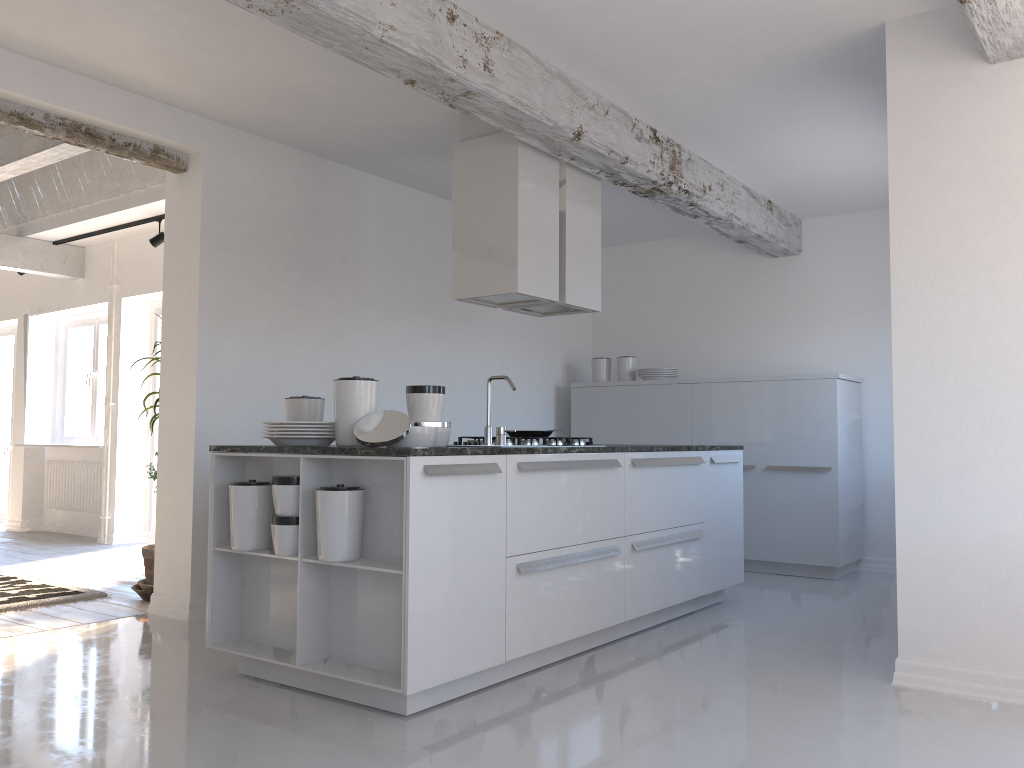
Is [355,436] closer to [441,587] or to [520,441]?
[441,587]

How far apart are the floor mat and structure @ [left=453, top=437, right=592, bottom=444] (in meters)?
2.93

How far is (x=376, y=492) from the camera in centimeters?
353cm

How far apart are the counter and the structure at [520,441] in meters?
0.6 m

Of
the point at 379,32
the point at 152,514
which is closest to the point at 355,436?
the point at 379,32

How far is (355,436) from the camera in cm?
356

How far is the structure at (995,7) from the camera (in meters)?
3.22

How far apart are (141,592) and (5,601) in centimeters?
80cm

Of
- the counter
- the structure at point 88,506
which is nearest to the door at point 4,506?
the structure at point 88,506

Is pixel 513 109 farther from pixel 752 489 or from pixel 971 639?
pixel 752 489
